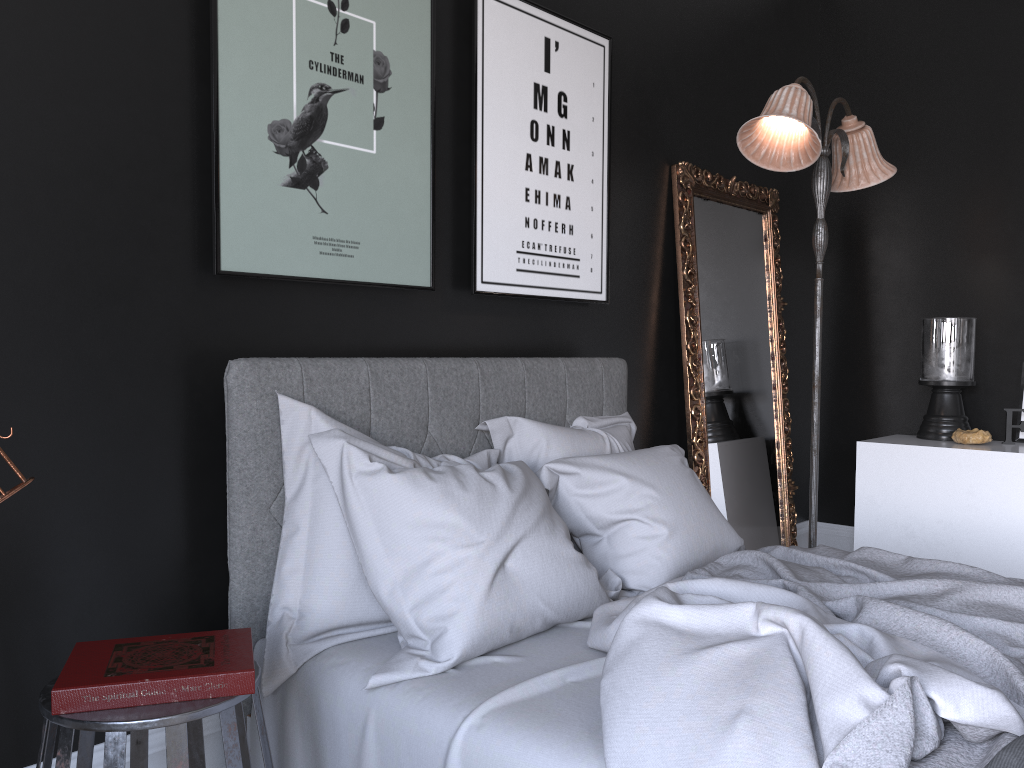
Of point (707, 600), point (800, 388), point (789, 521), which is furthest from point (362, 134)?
point (800, 388)

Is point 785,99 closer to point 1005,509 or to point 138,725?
point 1005,509

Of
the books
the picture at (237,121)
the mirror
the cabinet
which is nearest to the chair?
the books

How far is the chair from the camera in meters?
1.5

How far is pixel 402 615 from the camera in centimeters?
212cm

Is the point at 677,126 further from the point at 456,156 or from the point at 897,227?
the point at 897,227

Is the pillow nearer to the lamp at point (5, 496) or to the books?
the books

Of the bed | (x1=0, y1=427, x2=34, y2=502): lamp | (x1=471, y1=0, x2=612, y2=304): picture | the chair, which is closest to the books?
the chair

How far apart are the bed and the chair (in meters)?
0.20

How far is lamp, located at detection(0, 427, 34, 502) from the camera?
1.22m
